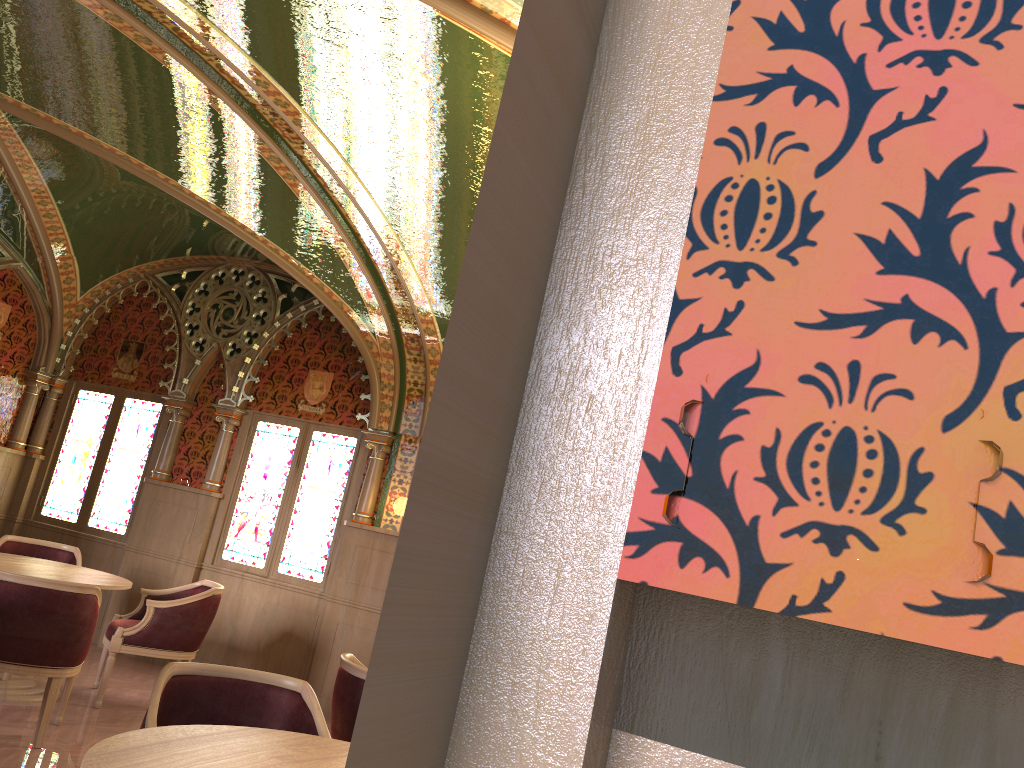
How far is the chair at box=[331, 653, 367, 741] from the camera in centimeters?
393cm

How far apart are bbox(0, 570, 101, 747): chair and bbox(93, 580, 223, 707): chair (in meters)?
0.55

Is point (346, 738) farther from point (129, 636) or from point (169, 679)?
point (129, 636)

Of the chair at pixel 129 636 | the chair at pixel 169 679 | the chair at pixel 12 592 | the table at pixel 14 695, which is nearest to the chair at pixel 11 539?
the table at pixel 14 695

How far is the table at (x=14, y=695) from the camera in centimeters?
547cm

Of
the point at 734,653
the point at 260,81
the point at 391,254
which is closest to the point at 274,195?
the point at 391,254

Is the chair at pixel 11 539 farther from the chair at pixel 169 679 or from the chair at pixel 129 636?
the chair at pixel 169 679

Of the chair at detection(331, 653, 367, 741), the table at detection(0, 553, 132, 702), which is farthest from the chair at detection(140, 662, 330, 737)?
the table at detection(0, 553, 132, 702)

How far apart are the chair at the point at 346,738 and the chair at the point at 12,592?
1.6 meters

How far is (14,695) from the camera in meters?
5.5 m
